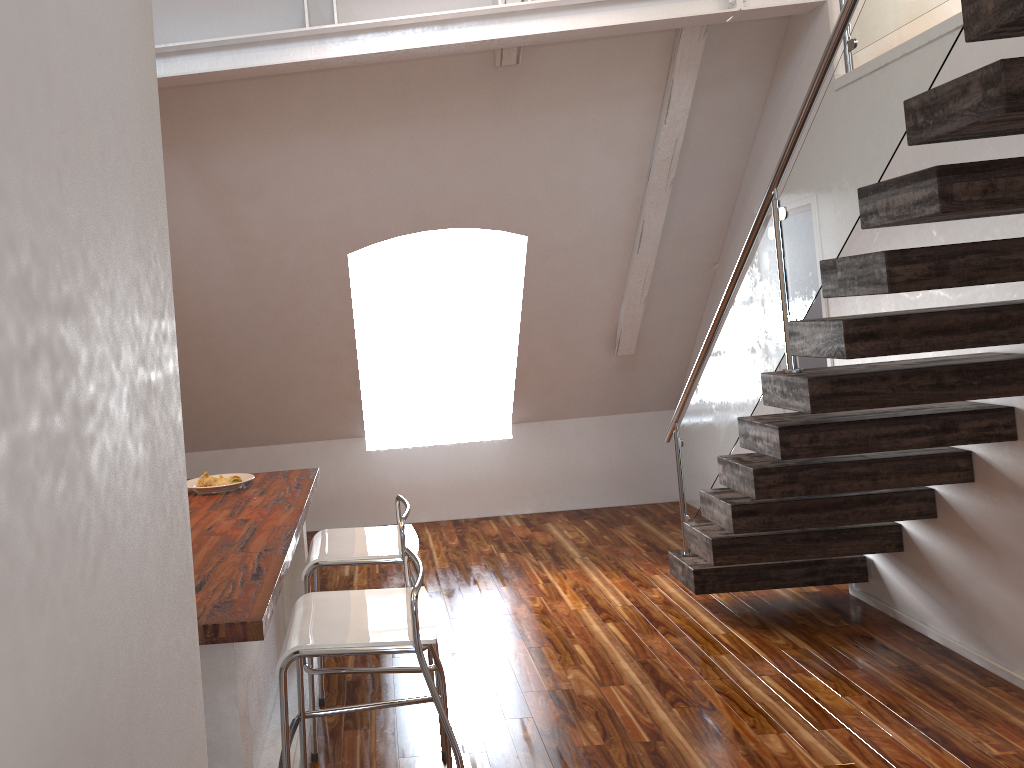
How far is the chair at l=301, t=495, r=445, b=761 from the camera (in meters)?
2.89

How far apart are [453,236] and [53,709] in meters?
4.9

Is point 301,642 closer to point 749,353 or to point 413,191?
point 749,353

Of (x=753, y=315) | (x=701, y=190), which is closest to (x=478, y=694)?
(x=753, y=315)

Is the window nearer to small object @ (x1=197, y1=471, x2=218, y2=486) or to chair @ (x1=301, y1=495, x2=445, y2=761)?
small object @ (x1=197, y1=471, x2=218, y2=486)

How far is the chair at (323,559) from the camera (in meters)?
2.89

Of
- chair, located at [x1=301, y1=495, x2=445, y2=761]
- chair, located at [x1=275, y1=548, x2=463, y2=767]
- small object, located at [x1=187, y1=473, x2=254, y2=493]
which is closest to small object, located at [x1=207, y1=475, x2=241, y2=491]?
small object, located at [x1=187, y1=473, x2=254, y2=493]

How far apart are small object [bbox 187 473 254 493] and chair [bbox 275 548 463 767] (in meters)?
0.95

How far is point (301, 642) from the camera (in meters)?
2.13

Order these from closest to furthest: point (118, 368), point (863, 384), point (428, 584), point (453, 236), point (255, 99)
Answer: point (118, 368), point (863, 384), point (255, 99), point (428, 584), point (453, 236)
